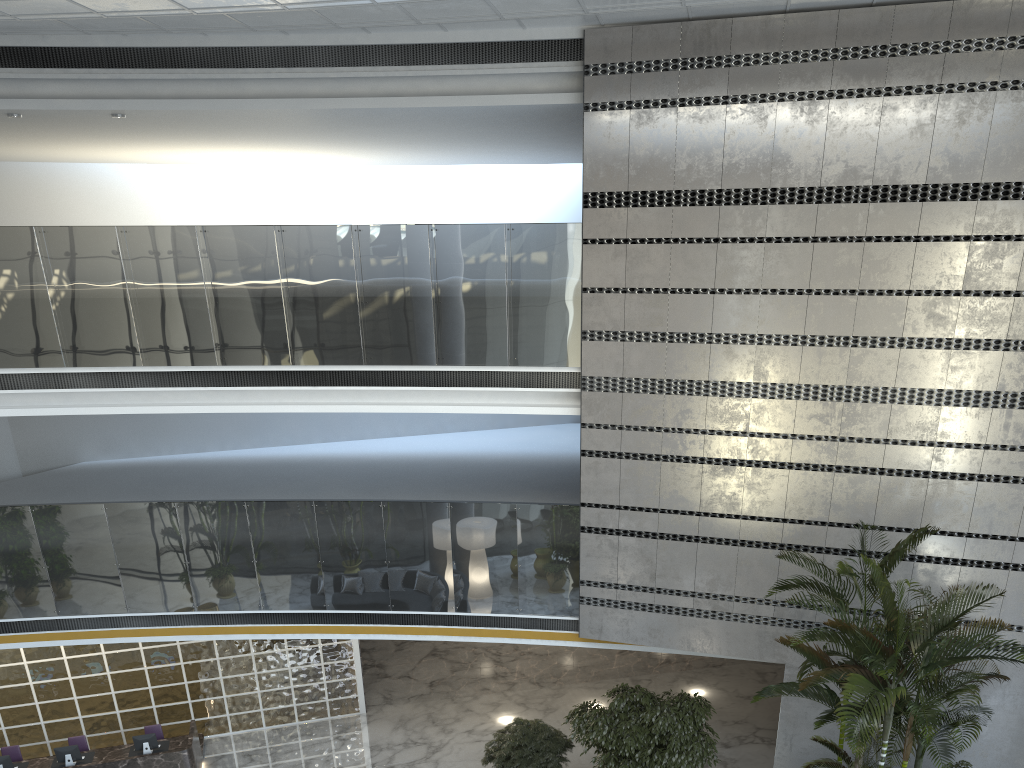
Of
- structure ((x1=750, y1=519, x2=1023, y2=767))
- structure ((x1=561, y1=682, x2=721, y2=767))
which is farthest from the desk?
structure ((x1=750, y1=519, x2=1023, y2=767))

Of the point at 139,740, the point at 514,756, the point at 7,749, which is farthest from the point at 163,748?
the point at 514,756

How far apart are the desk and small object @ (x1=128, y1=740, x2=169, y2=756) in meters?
0.1 m

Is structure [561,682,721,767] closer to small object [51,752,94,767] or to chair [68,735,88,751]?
small object [51,752,94,767]

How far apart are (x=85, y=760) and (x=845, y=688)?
9.5m

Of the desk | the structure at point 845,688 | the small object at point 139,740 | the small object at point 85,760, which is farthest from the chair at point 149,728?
the structure at point 845,688

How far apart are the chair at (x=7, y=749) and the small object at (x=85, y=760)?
0.95m

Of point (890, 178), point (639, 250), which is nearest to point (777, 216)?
point (890, 178)

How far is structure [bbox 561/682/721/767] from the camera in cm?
919

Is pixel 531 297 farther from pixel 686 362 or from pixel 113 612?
pixel 113 612
